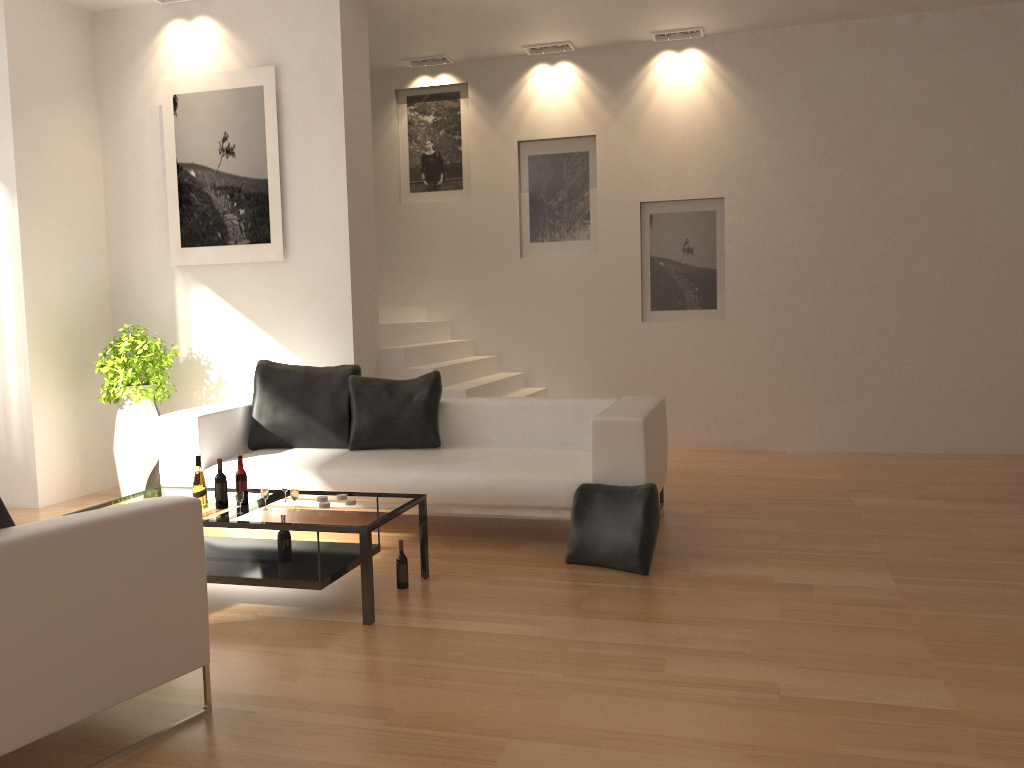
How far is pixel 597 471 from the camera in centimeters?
484cm

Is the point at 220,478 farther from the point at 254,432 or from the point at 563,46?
the point at 563,46

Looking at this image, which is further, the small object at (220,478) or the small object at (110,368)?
the small object at (110,368)

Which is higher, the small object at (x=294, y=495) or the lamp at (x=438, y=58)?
the lamp at (x=438, y=58)

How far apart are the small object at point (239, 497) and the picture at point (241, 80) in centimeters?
299cm

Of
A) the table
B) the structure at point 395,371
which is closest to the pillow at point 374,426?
the structure at point 395,371

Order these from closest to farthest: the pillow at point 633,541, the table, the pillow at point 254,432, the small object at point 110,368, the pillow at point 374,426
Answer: the table
the pillow at point 633,541
the pillow at point 374,426
the pillow at point 254,432
the small object at point 110,368

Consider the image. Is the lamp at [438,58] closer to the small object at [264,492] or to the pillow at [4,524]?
the small object at [264,492]

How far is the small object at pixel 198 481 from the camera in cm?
424

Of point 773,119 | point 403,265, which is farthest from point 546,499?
point 773,119
